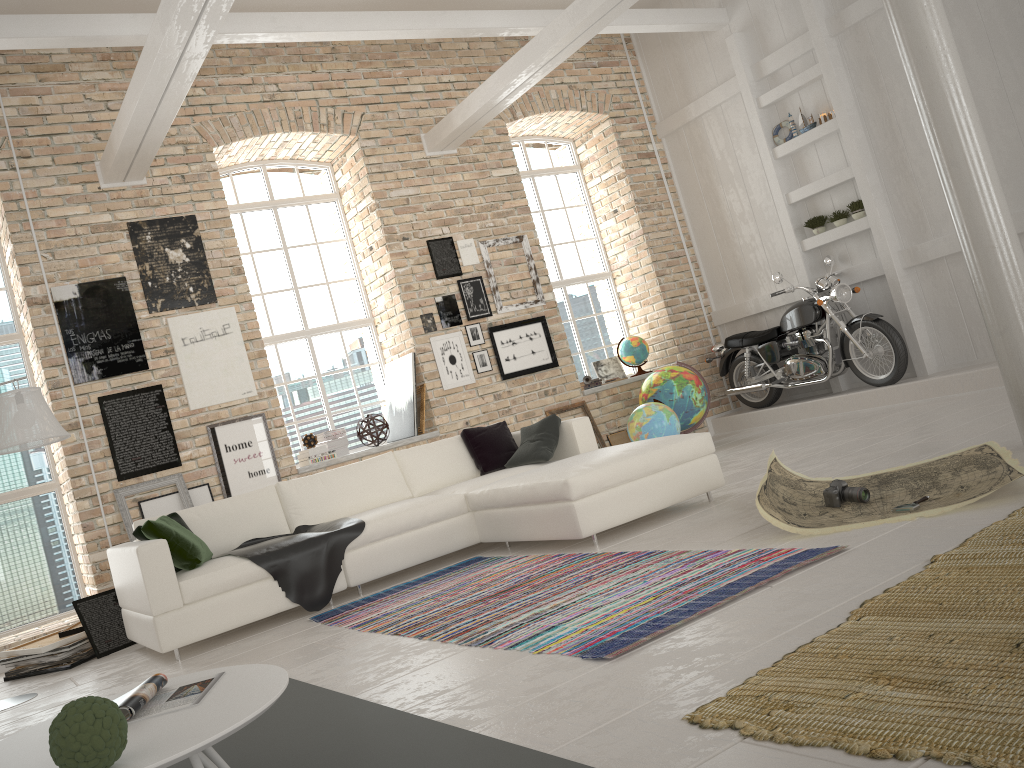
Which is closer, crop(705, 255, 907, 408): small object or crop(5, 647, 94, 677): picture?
crop(5, 647, 94, 677): picture

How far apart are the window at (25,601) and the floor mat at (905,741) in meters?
6.0

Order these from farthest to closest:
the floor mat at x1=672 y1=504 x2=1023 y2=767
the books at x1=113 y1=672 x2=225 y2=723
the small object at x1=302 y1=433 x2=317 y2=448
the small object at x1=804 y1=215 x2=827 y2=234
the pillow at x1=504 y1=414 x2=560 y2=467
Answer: the small object at x1=804 y1=215 x2=827 y2=234 < the small object at x1=302 y1=433 x2=317 y2=448 < the pillow at x1=504 y1=414 x2=560 y2=467 < the books at x1=113 y1=672 x2=225 y2=723 < the floor mat at x1=672 y1=504 x2=1023 y2=767

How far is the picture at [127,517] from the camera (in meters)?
6.66

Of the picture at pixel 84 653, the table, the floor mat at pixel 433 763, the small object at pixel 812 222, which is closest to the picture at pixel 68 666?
the picture at pixel 84 653

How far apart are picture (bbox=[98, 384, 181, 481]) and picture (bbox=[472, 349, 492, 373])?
3.03m

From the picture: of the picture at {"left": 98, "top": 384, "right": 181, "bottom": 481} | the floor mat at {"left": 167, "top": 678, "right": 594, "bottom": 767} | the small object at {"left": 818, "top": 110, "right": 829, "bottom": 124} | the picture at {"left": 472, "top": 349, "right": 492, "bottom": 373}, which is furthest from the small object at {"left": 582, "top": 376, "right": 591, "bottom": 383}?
the floor mat at {"left": 167, "top": 678, "right": 594, "bottom": 767}

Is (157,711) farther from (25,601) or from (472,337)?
(472,337)

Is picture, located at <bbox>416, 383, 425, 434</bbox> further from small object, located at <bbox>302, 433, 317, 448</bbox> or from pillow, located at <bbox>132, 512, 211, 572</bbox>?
pillow, located at <bbox>132, 512, 211, 572</bbox>

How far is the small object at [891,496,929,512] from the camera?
3.68m
